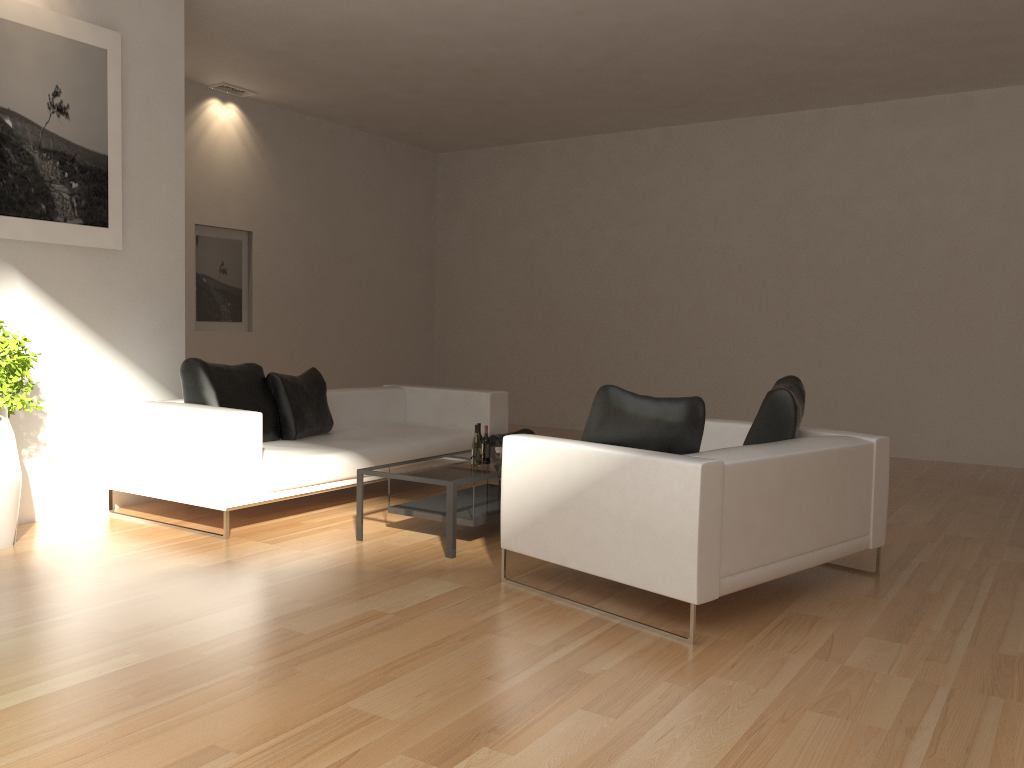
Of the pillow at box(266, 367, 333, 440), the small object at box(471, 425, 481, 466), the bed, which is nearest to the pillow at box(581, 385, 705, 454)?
the small object at box(471, 425, 481, 466)

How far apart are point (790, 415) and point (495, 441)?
3.3 meters

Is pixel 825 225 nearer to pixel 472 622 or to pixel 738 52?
pixel 738 52

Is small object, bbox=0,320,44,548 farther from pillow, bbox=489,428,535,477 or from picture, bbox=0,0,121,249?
pillow, bbox=489,428,535,477

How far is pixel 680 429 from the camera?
3.9m

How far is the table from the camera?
4.9 meters

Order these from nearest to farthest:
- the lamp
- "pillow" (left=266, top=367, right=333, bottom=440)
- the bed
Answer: the bed < "pillow" (left=266, top=367, right=333, bottom=440) < the lamp

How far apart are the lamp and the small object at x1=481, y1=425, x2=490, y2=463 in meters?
5.9 m

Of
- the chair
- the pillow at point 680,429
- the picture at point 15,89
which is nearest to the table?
the chair

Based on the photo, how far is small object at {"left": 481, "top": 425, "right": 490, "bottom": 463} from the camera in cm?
554
